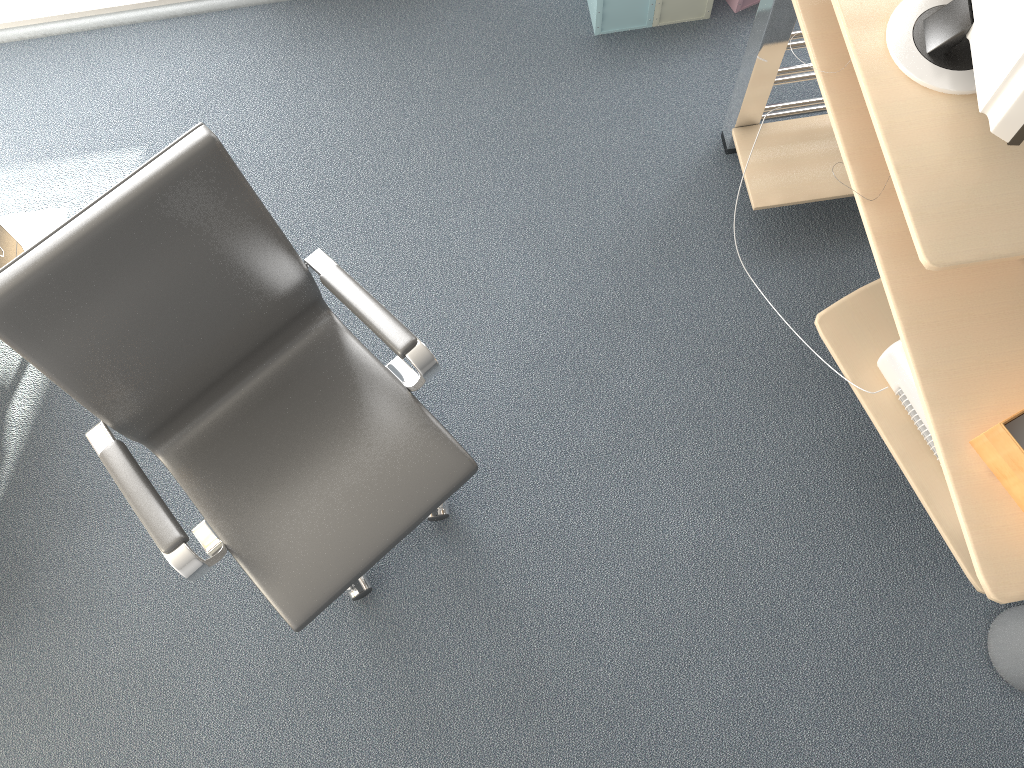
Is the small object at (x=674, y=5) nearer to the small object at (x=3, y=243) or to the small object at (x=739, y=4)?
the small object at (x=739, y=4)

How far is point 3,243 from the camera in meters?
2.3

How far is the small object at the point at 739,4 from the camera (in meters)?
2.79

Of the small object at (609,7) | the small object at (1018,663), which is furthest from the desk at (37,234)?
the small object at (1018,663)

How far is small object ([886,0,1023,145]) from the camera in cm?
147

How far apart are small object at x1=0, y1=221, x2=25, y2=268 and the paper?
2.36m

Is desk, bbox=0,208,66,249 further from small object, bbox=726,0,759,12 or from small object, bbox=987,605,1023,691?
small object, bbox=987,605,1023,691

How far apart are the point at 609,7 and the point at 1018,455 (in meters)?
1.86

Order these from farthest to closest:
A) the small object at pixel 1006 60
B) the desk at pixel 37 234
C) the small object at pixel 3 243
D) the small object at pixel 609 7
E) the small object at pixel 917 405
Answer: the small object at pixel 609 7, the desk at pixel 37 234, the small object at pixel 3 243, the small object at pixel 917 405, the small object at pixel 1006 60

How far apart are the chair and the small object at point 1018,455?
0.9m
